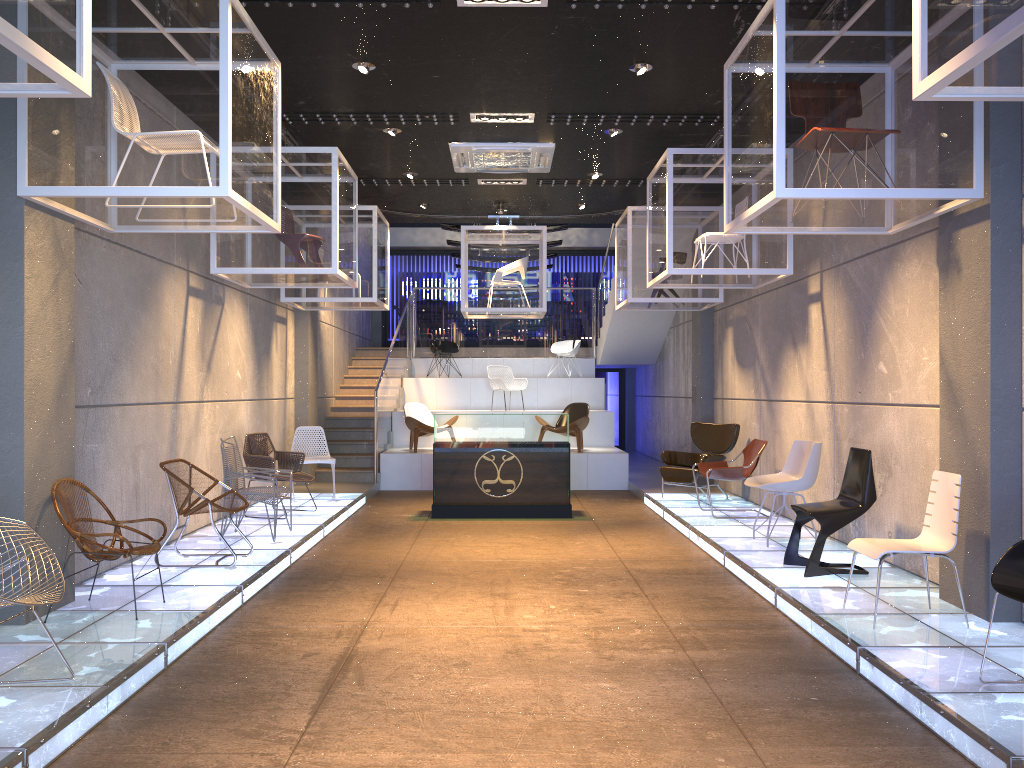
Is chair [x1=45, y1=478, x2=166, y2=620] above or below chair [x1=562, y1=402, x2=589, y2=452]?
below

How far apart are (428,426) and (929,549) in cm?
912

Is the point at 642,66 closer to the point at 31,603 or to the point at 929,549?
the point at 929,549

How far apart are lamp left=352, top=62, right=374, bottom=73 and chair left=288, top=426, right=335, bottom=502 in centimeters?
515cm

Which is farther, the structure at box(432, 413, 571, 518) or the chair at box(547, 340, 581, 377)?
the chair at box(547, 340, 581, 377)

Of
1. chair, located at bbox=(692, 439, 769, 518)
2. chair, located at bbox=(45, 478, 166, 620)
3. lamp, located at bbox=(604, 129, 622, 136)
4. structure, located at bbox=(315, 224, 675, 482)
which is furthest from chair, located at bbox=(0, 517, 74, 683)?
structure, located at bbox=(315, 224, 675, 482)

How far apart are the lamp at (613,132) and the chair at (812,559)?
3.9 meters

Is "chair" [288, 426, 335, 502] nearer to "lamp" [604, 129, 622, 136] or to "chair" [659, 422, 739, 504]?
"chair" [659, 422, 739, 504]

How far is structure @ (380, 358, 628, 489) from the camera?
13.19m

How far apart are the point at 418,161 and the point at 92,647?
6.64m
